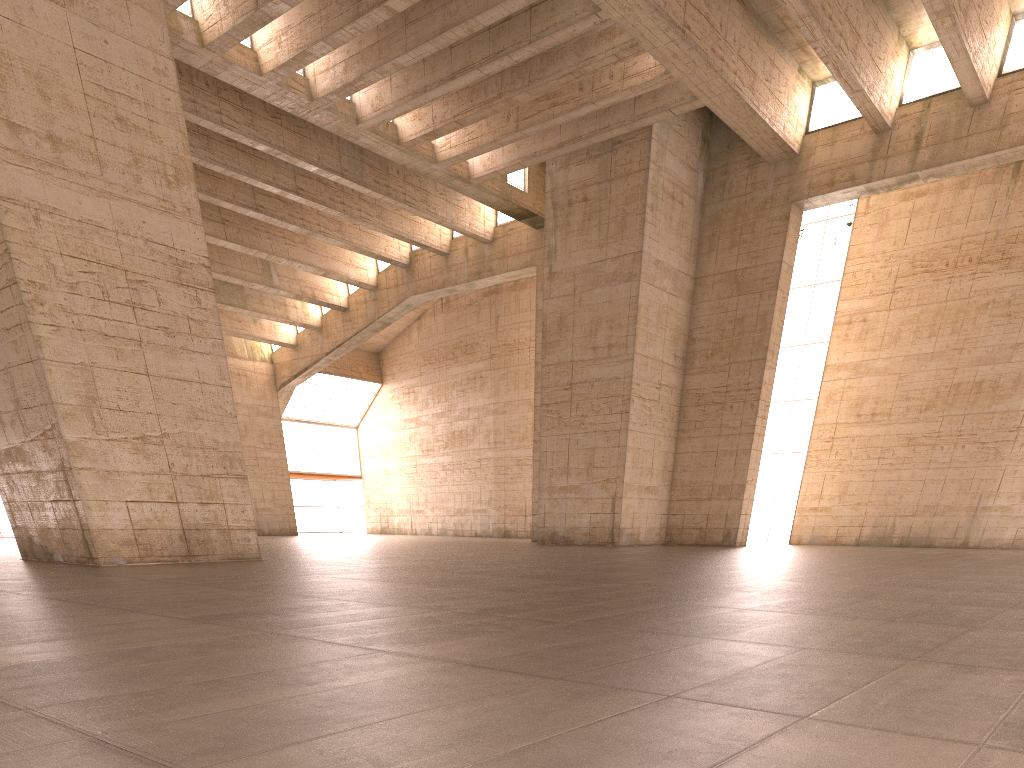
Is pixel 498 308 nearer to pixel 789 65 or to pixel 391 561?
pixel 789 65

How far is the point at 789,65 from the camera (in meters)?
24.73
